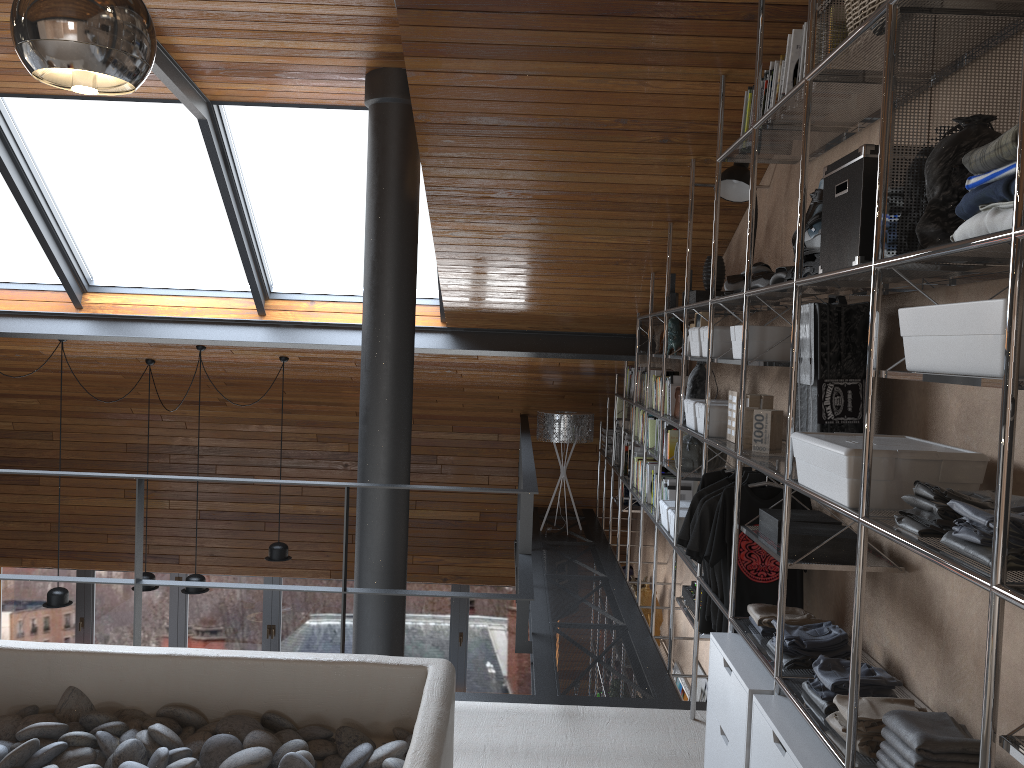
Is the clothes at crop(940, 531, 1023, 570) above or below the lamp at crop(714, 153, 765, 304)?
below

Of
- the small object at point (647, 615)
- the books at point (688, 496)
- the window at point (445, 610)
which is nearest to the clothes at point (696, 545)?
the books at point (688, 496)

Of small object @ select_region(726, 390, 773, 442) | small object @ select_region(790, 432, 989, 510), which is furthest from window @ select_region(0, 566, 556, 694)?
small object @ select_region(790, 432, 989, 510)

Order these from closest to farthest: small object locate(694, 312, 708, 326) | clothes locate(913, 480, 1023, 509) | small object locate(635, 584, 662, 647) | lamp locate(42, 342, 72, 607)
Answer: clothes locate(913, 480, 1023, 509) → small object locate(694, 312, 708, 326) → small object locate(635, 584, 662, 647) → lamp locate(42, 342, 72, 607)

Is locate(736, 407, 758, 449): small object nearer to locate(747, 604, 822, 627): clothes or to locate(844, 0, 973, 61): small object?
locate(747, 604, 822, 627): clothes

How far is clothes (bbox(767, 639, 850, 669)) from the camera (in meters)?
2.66

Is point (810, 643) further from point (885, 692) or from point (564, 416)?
point (564, 416)

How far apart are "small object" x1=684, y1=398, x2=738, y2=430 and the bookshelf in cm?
11

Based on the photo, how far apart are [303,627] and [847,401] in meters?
7.6 m

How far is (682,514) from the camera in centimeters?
440cm
